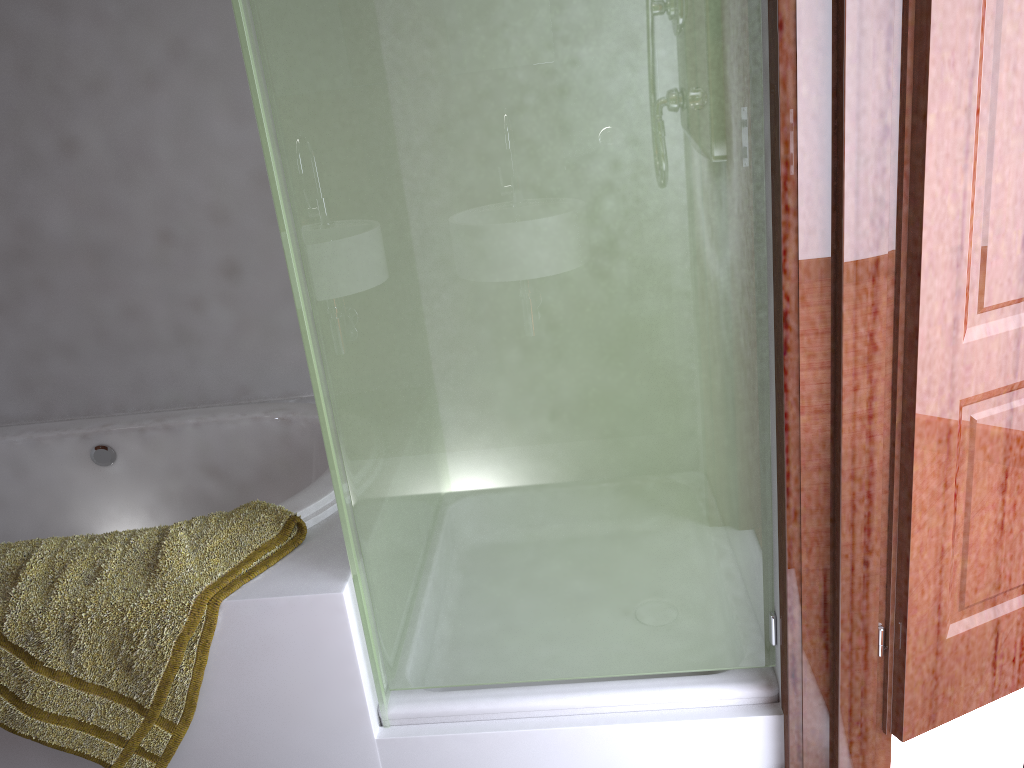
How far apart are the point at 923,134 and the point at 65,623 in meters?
1.6

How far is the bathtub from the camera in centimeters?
237cm

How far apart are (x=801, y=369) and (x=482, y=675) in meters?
0.8

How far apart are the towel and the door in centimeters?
107cm

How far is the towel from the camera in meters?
1.6 m

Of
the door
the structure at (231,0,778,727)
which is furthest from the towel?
the door

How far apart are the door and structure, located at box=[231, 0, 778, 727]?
0.2m

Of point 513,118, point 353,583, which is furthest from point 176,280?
point 513,118

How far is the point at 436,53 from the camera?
1.3 meters

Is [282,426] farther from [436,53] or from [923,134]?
[923,134]
